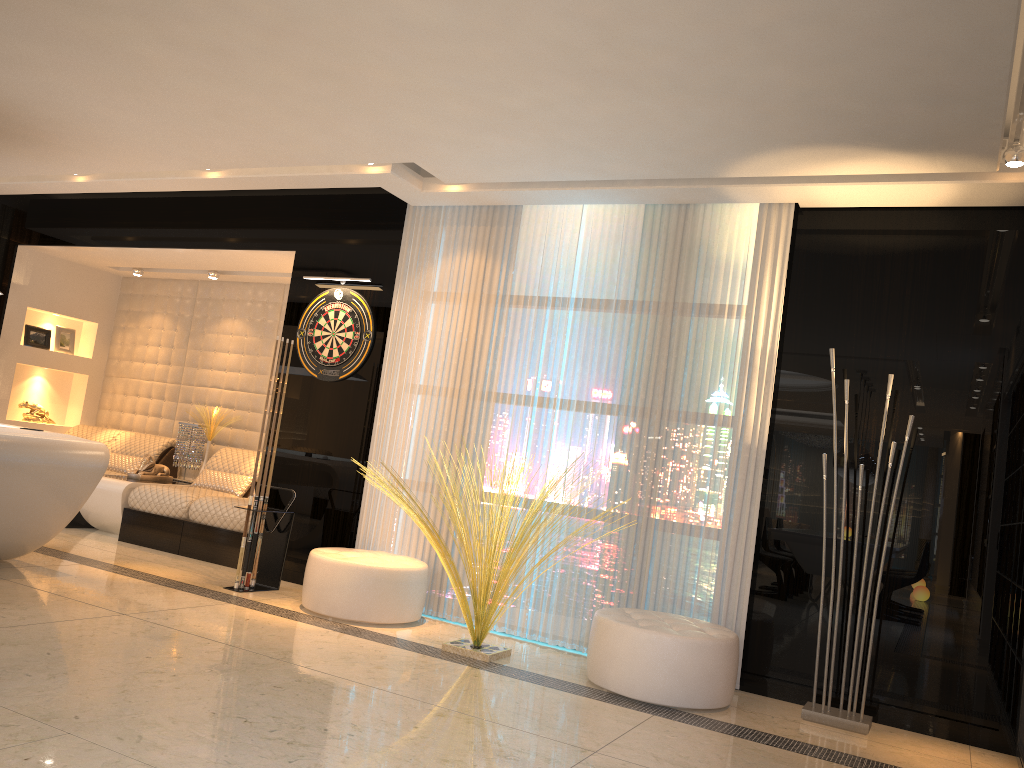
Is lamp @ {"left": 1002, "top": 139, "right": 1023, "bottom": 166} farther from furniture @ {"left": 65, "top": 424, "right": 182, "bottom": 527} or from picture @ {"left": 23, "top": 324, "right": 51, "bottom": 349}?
picture @ {"left": 23, "top": 324, "right": 51, "bottom": 349}

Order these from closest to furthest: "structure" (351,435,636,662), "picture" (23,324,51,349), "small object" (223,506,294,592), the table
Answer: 1. "structure" (351,435,636,662)
2. "small object" (223,506,294,592)
3. the table
4. "picture" (23,324,51,349)

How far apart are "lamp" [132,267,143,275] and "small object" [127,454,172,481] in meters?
1.9

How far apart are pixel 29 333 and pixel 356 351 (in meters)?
3.99

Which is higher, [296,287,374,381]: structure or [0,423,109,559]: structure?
[296,287,374,381]: structure

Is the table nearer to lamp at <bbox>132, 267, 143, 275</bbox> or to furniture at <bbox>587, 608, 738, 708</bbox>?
lamp at <bbox>132, 267, 143, 275</bbox>

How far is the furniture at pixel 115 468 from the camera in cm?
780

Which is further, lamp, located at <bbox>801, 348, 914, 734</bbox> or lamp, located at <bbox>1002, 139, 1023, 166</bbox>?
lamp, located at <bbox>801, 348, 914, 734</bbox>

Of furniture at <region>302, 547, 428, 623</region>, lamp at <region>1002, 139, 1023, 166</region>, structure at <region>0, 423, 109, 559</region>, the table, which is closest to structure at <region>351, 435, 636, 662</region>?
furniture at <region>302, 547, 428, 623</region>

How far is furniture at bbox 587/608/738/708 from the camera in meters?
4.0 m
